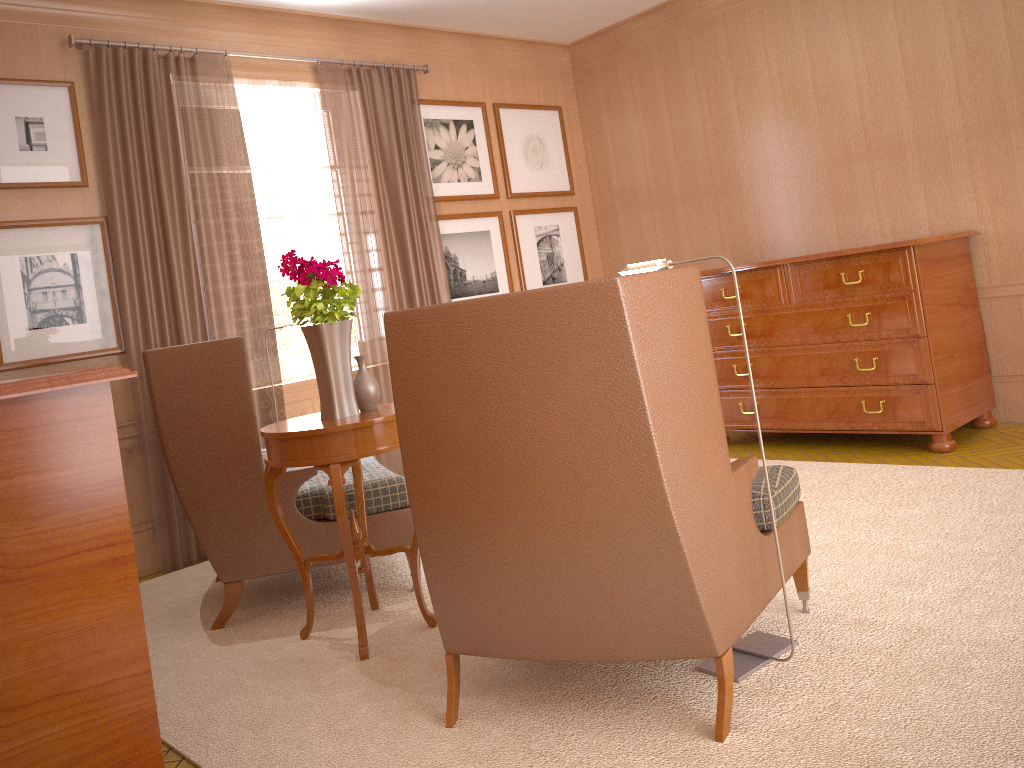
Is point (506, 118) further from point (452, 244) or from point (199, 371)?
point (199, 371)

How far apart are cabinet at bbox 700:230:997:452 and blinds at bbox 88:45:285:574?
4.6 meters

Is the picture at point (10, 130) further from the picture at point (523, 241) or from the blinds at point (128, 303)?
the picture at point (523, 241)

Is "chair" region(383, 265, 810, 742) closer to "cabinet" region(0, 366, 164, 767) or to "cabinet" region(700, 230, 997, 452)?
"cabinet" region(0, 366, 164, 767)

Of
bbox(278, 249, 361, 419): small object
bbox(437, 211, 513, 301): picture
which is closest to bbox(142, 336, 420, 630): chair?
bbox(278, 249, 361, 419): small object

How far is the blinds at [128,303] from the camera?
7.9m

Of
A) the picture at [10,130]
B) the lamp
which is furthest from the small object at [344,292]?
the picture at [10,130]

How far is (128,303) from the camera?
7.9 meters

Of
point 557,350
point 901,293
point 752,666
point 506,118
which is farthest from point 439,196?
point 752,666

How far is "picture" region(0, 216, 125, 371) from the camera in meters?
7.4
